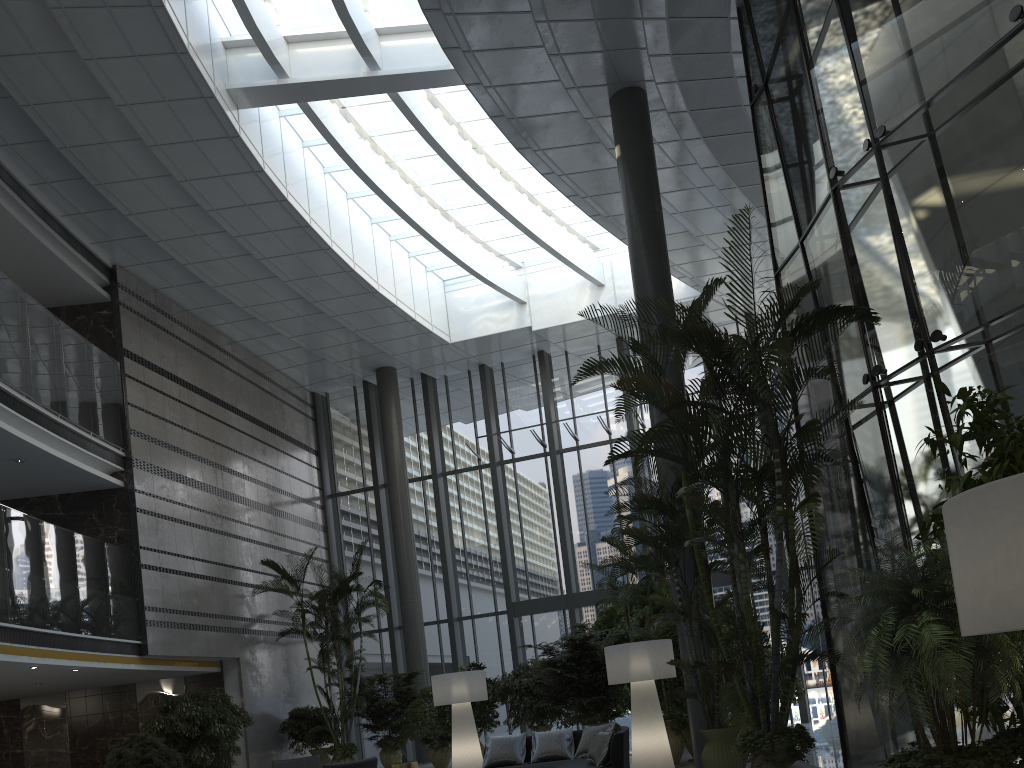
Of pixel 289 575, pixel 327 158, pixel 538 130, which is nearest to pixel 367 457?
pixel 289 575

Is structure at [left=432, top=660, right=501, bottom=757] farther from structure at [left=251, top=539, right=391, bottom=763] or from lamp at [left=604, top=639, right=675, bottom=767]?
lamp at [left=604, top=639, right=675, bottom=767]

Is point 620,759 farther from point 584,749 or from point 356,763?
point 356,763

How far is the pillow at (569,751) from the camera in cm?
901

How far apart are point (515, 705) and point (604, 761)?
6.2 meters

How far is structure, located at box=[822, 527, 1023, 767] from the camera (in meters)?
3.56

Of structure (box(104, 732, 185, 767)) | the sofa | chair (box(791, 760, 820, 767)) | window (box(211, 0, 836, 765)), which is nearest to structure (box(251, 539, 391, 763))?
window (box(211, 0, 836, 765))

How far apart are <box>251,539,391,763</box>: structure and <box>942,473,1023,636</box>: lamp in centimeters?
1353cm

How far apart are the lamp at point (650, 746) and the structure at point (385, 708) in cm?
712

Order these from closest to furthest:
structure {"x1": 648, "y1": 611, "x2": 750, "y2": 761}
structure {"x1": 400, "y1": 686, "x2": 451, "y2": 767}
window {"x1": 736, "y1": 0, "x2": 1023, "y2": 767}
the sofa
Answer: window {"x1": 736, "y1": 0, "x2": 1023, "y2": 767}, the sofa, structure {"x1": 648, "y1": 611, "x2": 750, "y2": 761}, structure {"x1": 400, "y1": 686, "x2": 451, "y2": 767}
